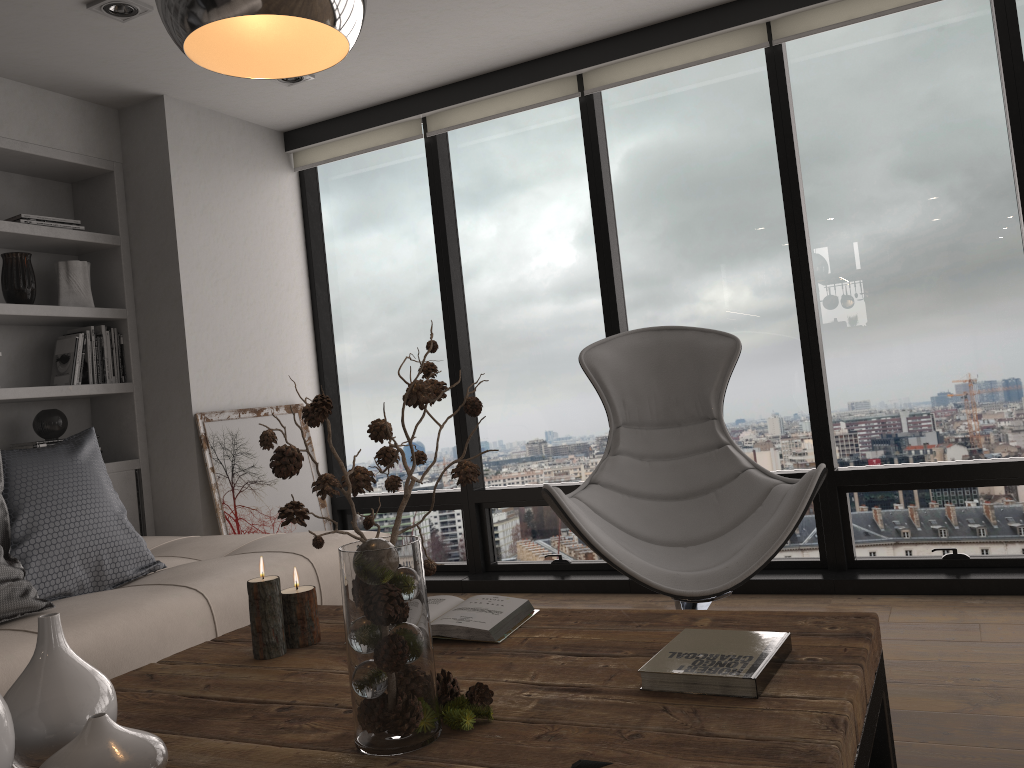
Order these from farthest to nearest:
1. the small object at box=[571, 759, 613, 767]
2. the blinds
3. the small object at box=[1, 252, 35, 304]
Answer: the small object at box=[1, 252, 35, 304] < the blinds < the small object at box=[571, 759, 613, 767]

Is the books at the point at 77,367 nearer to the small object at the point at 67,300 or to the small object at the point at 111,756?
the small object at the point at 67,300

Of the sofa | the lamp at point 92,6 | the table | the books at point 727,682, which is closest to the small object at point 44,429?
the sofa

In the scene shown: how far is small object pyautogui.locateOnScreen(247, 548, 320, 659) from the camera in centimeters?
175cm

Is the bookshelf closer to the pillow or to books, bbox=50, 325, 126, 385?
books, bbox=50, 325, 126, 385

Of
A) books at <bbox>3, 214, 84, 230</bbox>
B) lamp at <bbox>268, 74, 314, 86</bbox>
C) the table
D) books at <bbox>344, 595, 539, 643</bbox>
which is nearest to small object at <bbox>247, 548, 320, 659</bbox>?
the table

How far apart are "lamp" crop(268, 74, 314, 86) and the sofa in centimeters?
202cm

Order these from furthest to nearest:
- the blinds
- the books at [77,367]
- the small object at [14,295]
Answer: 1. the books at [77,367]
2. the small object at [14,295]
3. the blinds

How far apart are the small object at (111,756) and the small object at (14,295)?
2.9 meters

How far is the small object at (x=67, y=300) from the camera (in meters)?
3.89
